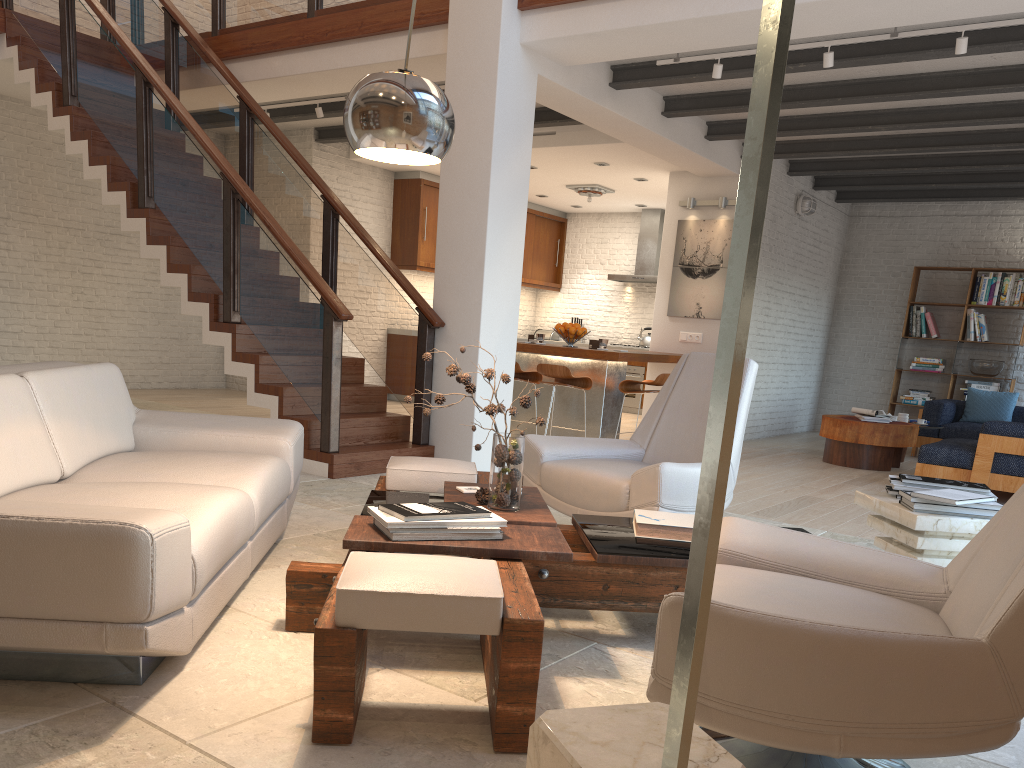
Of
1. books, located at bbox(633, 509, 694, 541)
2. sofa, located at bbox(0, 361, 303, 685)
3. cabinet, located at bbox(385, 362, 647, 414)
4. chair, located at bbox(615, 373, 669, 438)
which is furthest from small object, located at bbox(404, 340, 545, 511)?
cabinet, located at bbox(385, 362, 647, 414)

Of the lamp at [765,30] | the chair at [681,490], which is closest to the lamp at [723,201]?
the chair at [681,490]

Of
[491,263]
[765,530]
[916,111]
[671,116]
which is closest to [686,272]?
[671,116]

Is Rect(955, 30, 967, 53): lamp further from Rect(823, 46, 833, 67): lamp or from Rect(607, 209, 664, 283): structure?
Rect(607, 209, 664, 283): structure

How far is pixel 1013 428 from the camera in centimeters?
676cm

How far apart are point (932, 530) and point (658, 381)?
4.65m

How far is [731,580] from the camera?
2.3 meters

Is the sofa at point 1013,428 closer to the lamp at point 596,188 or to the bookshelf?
the bookshelf

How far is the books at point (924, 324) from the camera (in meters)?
11.14

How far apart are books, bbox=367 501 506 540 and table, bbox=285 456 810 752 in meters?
0.0
